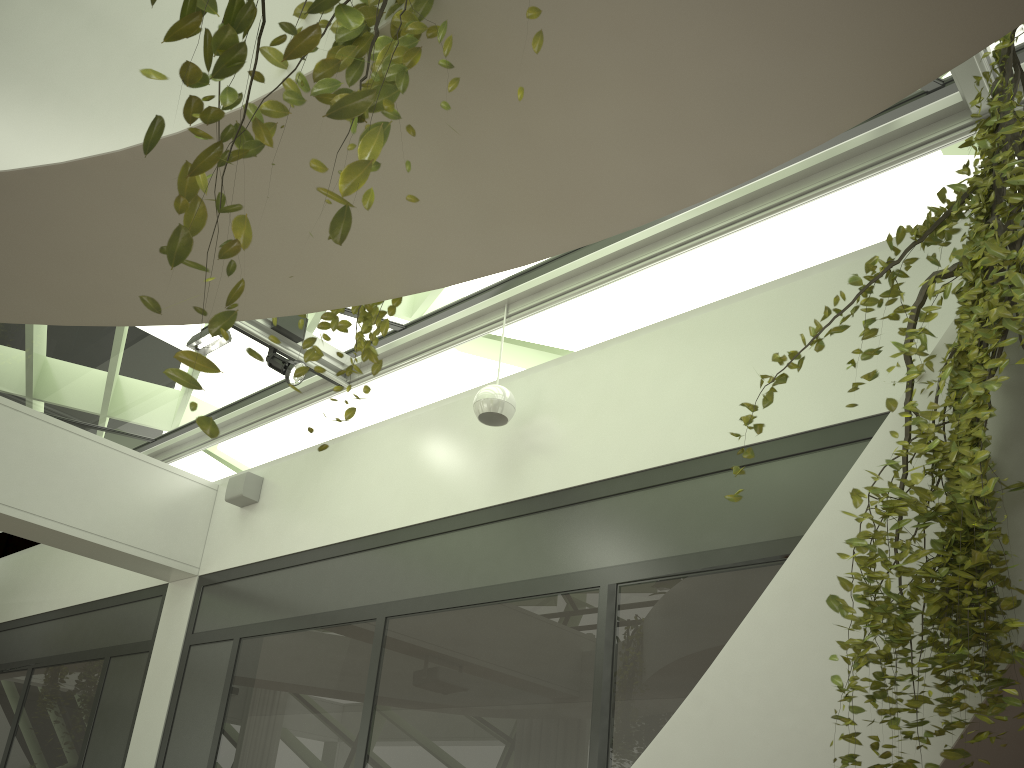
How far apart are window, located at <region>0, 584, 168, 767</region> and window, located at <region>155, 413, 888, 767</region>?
0.5 meters

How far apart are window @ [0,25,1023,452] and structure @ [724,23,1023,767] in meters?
1.3 m

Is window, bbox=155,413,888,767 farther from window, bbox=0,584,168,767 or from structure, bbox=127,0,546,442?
structure, bbox=127,0,546,442

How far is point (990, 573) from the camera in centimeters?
179cm

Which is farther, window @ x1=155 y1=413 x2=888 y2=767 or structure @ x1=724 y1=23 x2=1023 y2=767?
window @ x1=155 y1=413 x2=888 y2=767

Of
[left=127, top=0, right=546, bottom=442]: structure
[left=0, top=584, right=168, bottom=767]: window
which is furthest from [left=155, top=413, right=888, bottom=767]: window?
[left=127, top=0, right=546, bottom=442]: structure

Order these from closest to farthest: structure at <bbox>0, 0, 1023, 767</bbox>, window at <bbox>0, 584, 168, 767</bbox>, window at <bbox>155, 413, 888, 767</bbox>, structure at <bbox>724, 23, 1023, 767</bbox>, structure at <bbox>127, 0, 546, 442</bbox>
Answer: structure at <bbox>127, 0, 546, 442</bbox>, structure at <bbox>0, 0, 1023, 767</bbox>, structure at <bbox>724, 23, 1023, 767</bbox>, window at <bbox>155, 413, 888, 767</bbox>, window at <bbox>0, 584, 168, 767</bbox>

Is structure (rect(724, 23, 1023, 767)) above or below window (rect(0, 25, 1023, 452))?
below

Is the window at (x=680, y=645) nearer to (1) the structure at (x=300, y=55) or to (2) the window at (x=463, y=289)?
(2) the window at (x=463, y=289)

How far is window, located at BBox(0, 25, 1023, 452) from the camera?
5.1 meters
